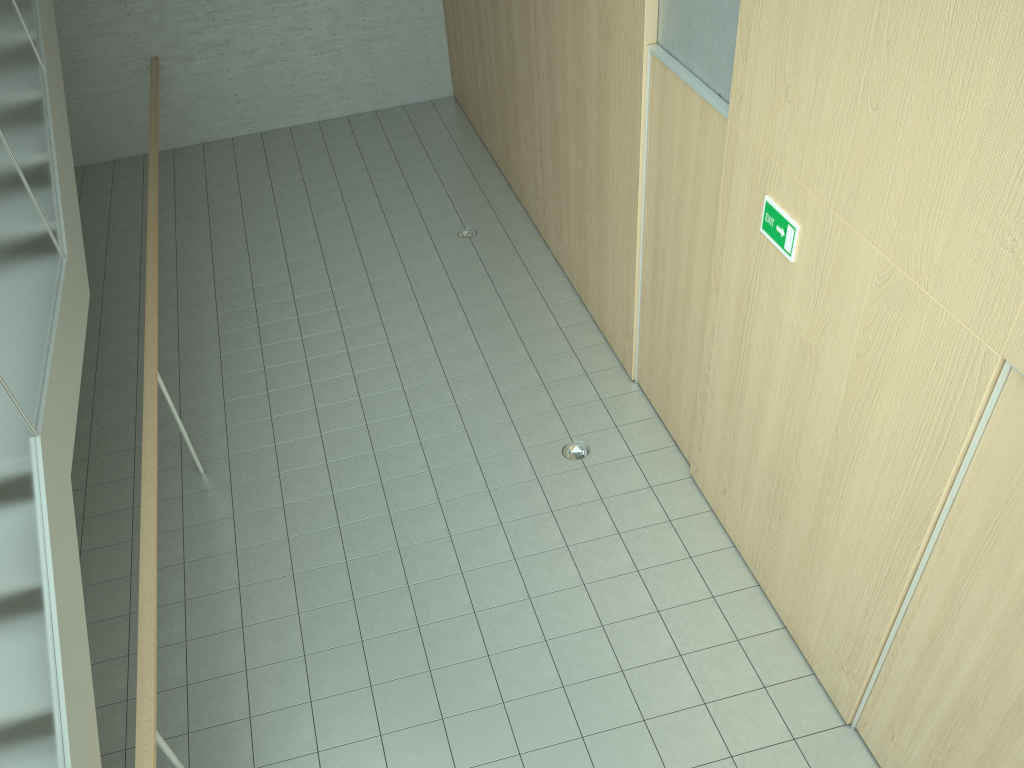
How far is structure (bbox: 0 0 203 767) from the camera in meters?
2.7 m

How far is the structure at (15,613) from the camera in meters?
2.7 m

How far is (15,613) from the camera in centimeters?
274cm
